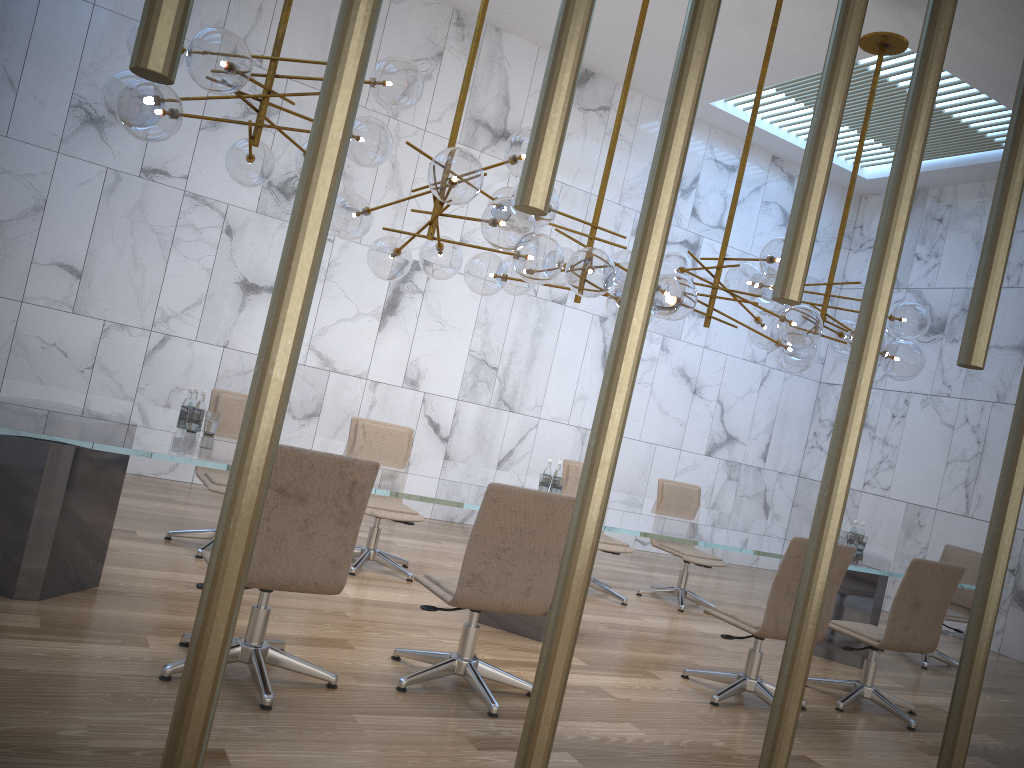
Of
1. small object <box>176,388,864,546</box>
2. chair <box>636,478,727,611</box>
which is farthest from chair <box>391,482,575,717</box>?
chair <box>636,478,727,611</box>

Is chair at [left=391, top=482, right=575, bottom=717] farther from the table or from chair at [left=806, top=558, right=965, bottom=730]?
chair at [left=806, top=558, right=965, bottom=730]

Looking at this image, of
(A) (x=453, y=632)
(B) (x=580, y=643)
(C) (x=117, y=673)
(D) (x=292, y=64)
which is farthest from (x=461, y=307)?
(C) (x=117, y=673)

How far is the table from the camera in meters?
3.8

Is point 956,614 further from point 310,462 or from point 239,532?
point 239,532

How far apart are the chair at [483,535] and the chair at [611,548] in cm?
270

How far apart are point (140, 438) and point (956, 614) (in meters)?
6.60

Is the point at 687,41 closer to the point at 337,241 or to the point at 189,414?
the point at 189,414

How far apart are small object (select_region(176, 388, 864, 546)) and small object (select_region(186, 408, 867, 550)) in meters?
0.1 m

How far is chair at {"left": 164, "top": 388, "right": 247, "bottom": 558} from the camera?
5.49m
